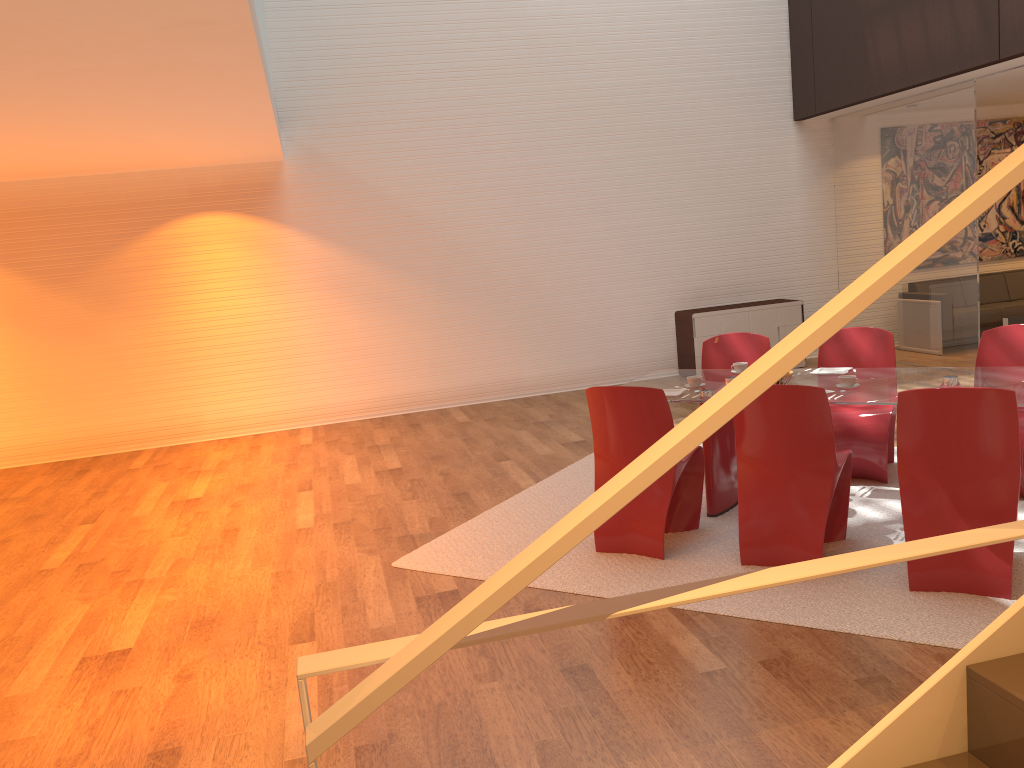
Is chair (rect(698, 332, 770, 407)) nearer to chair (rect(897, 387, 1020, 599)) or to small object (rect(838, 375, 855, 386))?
small object (rect(838, 375, 855, 386))

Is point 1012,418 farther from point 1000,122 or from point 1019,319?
point 1000,122

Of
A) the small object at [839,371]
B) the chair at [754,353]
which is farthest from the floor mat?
the chair at [754,353]

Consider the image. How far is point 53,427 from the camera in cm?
867

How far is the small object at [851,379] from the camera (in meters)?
4.63

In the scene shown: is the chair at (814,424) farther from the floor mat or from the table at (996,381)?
the table at (996,381)

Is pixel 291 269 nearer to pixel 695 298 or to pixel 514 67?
pixel 514 67

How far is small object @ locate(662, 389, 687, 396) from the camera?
5.0m

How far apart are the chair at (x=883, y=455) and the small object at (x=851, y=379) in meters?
0.8

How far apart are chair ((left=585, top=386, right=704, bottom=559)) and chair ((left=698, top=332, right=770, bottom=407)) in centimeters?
130cm
